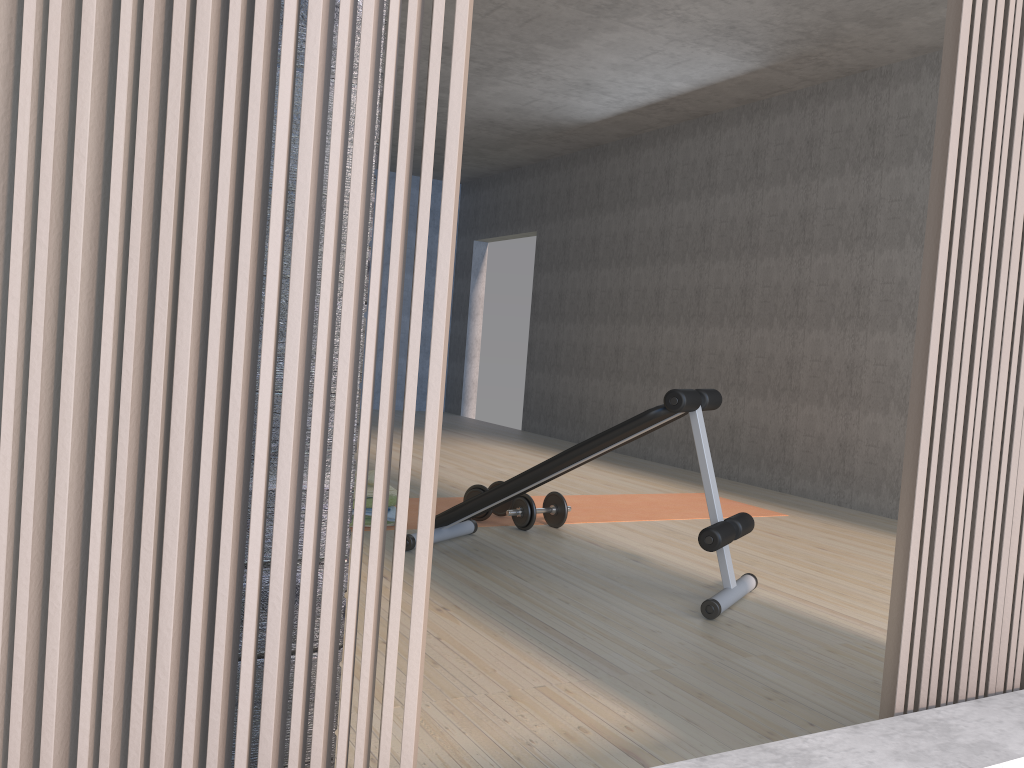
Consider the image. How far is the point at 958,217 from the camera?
1.6m

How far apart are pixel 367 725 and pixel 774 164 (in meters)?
5.90

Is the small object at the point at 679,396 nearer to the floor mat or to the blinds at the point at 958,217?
the floor mat

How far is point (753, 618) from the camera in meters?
3.0 m

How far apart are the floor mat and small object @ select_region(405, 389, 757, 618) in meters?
0.3 m

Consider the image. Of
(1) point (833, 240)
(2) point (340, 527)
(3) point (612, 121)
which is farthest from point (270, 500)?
(3) point (612, 121)

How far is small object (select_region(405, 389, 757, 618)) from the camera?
3.0m

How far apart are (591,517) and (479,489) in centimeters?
70cm

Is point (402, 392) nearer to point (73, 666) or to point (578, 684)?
point (578, 684)

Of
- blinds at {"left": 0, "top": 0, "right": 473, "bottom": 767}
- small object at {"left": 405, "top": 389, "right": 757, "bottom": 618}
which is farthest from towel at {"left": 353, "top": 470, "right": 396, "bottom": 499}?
blinds at {"left": 0, "top": 0, "right": 473, "bottom": 767}
